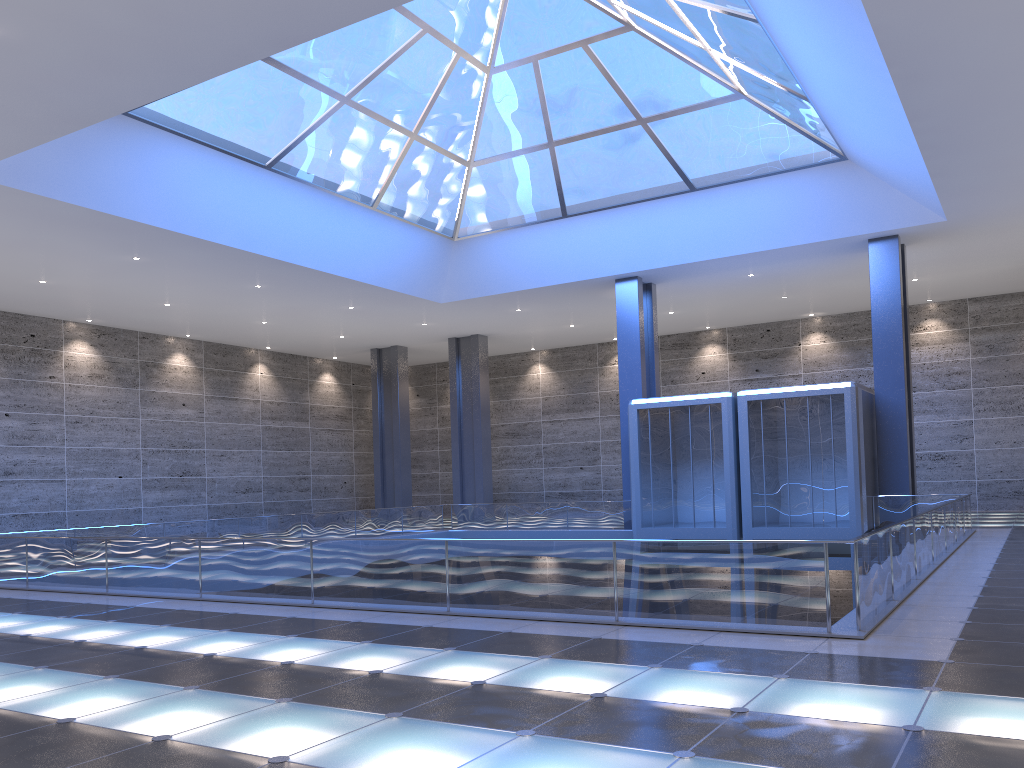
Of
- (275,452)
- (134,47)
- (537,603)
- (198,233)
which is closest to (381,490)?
(275,452)
